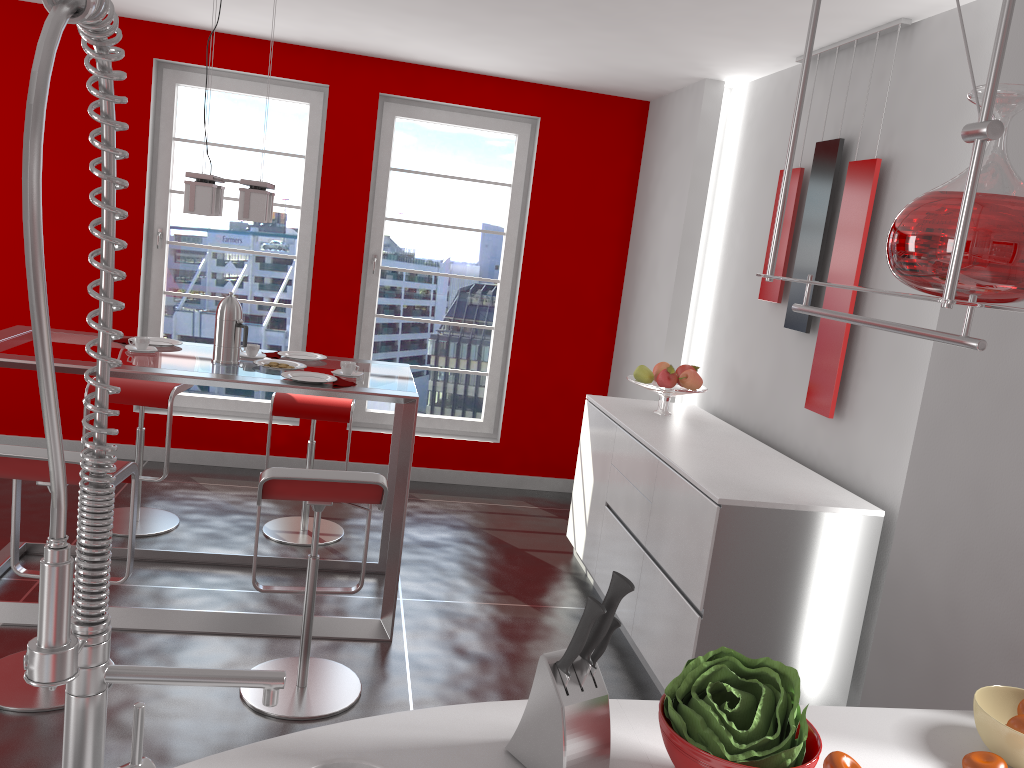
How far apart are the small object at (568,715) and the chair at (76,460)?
1.8m

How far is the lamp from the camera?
3.4 meters

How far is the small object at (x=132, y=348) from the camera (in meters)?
3.59

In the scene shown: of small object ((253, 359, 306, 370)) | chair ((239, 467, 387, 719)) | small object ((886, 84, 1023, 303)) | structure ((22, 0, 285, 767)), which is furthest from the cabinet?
structure ((22, 0, 285, 767))

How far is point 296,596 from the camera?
3.8m

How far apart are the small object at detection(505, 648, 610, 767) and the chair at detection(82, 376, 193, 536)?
3.3 meters

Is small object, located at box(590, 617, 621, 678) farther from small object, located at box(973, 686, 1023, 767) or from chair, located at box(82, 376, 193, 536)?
chair, located at box(82, 376, 193, 536)

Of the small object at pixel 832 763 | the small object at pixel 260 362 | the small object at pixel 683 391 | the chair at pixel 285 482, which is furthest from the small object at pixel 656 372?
the small object at pixel 832 763

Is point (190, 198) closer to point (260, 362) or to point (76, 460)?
point (260, 362)

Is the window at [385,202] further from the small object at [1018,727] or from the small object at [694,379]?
the small object at [1018,727]
